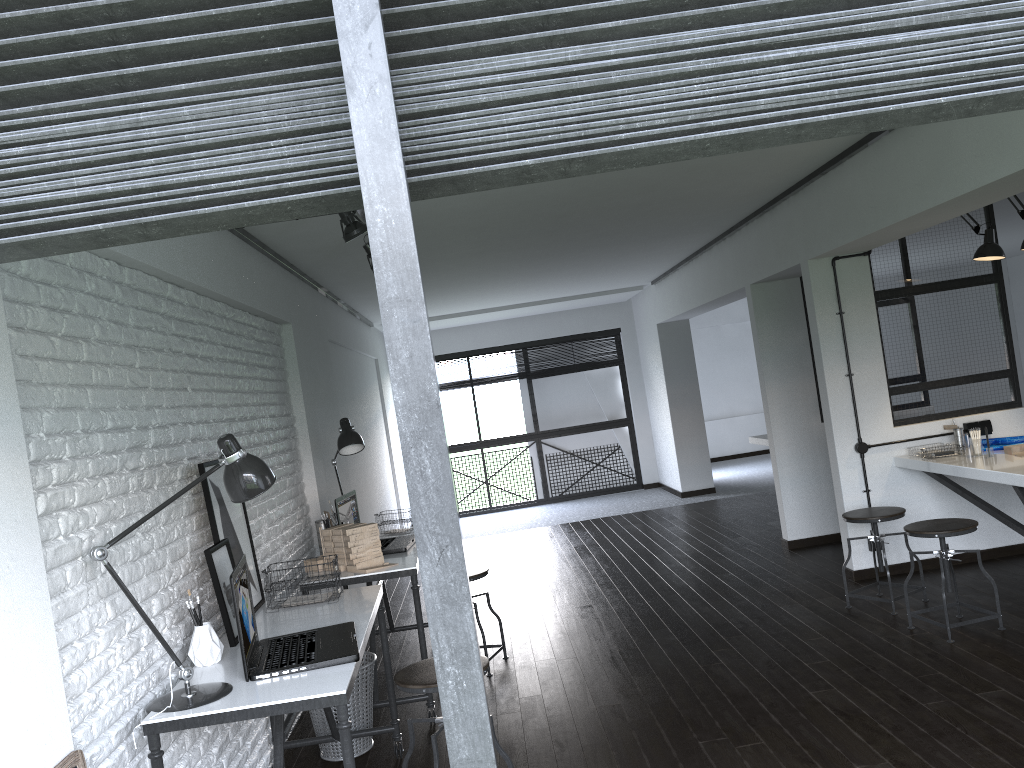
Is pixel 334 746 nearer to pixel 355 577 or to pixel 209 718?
pixel 355 577

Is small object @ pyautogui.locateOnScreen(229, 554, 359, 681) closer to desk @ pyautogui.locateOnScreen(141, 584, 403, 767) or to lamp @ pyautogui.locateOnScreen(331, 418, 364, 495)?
desk @ pyautogui.locateOnScreen(141, 584, 403, 767)

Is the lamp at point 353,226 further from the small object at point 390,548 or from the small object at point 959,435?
the small object at point 959,435

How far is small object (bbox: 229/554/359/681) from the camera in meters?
2.5

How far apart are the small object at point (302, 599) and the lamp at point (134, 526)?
0.9 meters

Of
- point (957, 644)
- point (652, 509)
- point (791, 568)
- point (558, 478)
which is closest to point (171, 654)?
point (957, 644)

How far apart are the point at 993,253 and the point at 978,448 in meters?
1.1

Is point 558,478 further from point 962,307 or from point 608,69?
point 608,69

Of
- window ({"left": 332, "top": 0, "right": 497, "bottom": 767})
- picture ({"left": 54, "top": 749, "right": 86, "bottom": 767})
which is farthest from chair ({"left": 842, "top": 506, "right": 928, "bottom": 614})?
window ({"left": 332, "top": 0, "right": 497, "bottom": 767})

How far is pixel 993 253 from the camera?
4.9 meters
